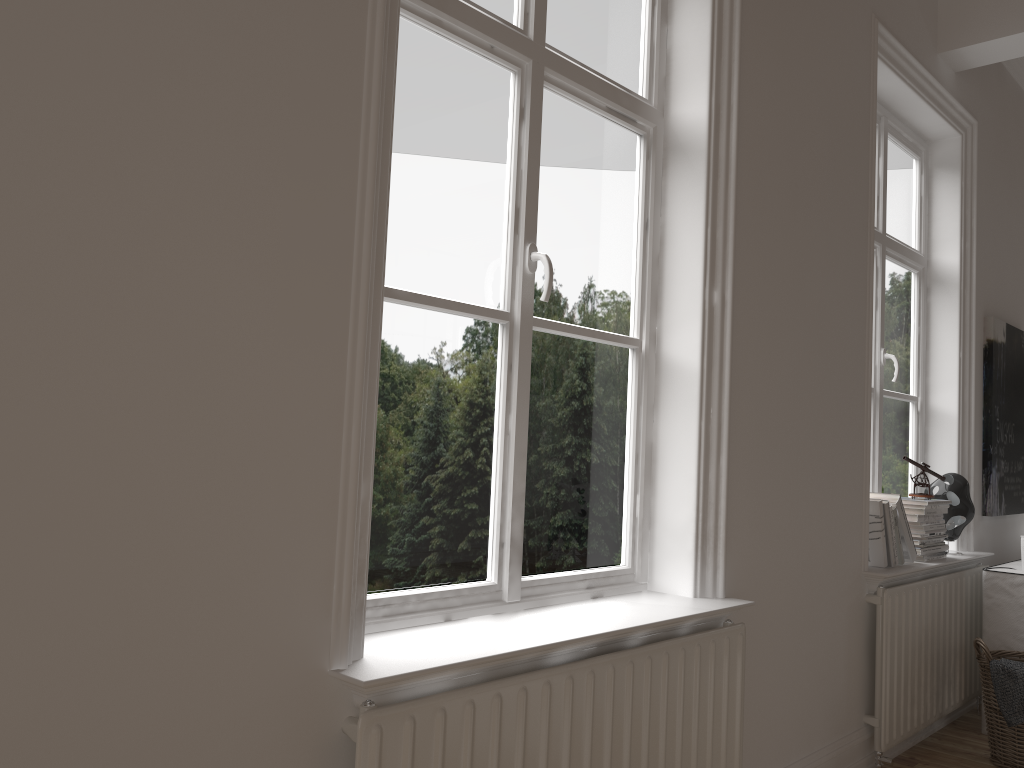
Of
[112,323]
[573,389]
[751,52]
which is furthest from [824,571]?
[112,323]

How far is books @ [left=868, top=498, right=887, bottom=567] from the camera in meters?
3.1

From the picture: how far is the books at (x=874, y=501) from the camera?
3.1 meters

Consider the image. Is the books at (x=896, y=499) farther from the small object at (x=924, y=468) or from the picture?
the picture

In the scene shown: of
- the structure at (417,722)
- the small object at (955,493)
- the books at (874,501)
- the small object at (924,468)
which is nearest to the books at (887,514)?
the books at (874,501)

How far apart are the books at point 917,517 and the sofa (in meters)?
0.29

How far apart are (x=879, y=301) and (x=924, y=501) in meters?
0.8 m

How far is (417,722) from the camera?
1.4m

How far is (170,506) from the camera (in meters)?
1.22

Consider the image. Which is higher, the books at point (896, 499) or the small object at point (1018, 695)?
the books at point (896, 499)
